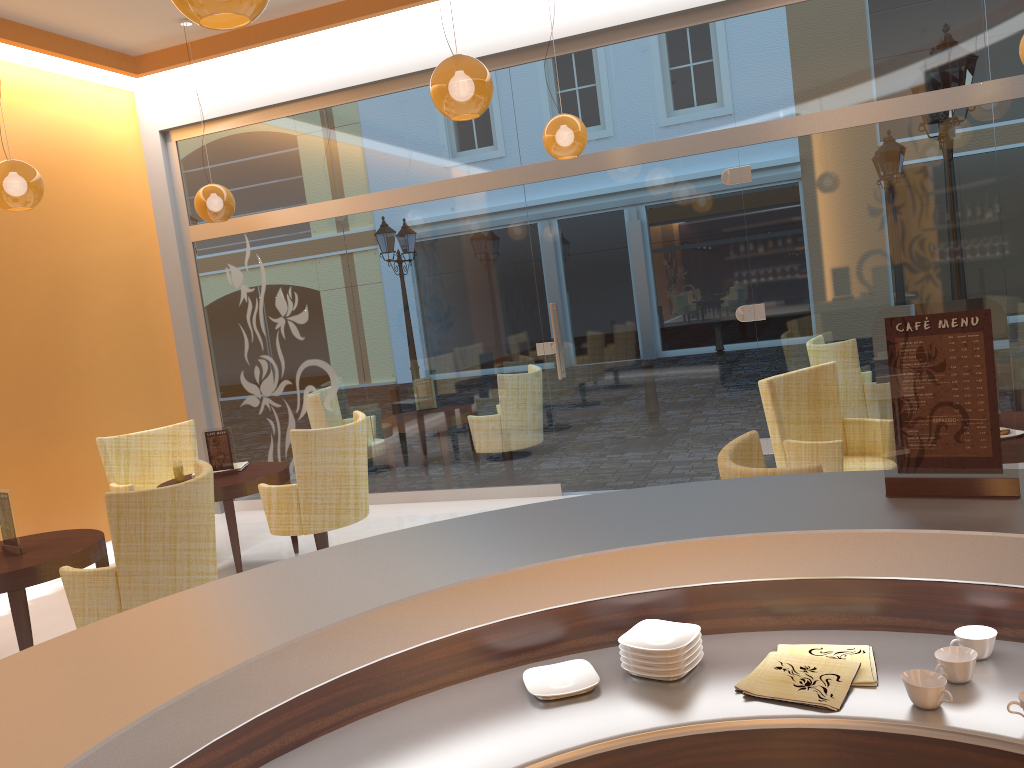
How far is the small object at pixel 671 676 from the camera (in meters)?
1.79

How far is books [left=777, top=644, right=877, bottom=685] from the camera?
1.71m

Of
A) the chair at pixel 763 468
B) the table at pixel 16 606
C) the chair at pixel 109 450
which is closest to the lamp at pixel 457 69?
the chair at pixel 763 468

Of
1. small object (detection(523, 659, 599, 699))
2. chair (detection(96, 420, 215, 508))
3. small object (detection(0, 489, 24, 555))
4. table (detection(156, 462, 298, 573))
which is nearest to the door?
table (detection(156, 462, 298, 573))

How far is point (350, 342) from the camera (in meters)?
7.63

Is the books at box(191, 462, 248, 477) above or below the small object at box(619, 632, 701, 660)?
below

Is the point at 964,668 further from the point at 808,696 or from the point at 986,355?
the point at 986,355

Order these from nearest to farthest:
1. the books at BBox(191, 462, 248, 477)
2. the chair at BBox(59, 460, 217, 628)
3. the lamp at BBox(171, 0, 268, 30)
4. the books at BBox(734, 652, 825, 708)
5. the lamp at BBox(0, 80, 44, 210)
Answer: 1. the books at BBox(734, 652, 825, 708)
2. the lamp at BBox(171, 0, 268, 30)
3. the chair at BBox(59, 460, 217, 628)
4. the lamp at BBox(0, 80, 44, 210)
5. the books at BBox(191, 462, 248, 477)

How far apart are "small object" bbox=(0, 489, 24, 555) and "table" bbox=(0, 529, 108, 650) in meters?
0.0 m

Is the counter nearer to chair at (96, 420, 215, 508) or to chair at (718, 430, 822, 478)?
chair at (718, 430, 822, 478)
